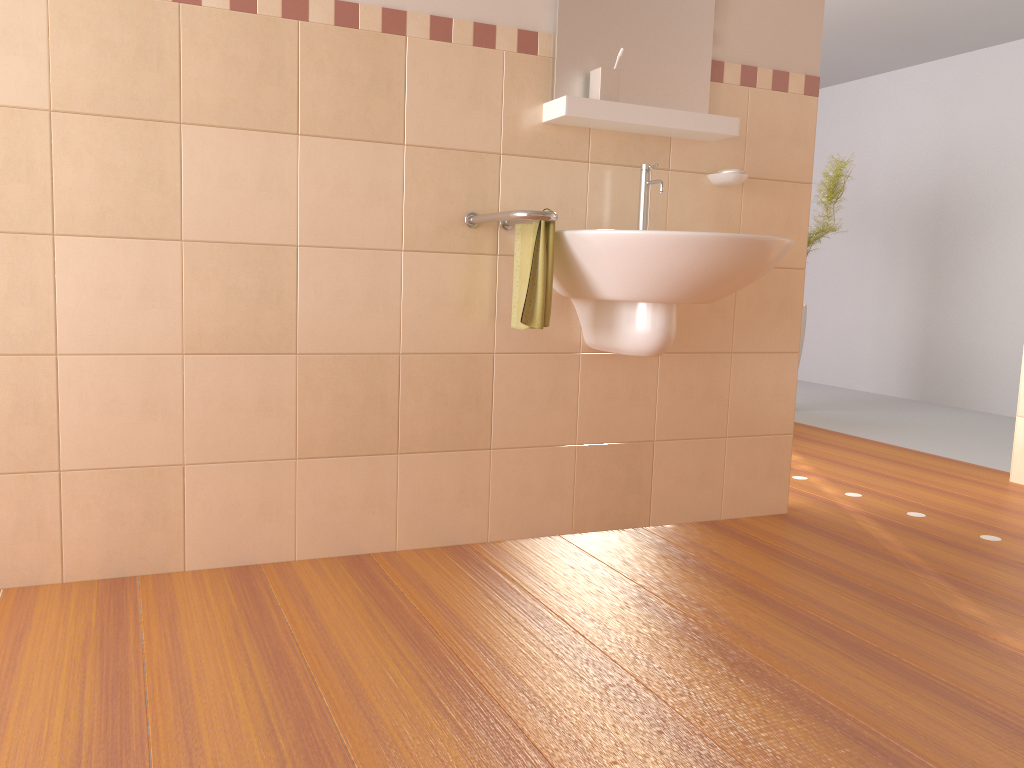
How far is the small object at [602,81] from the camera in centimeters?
235cm

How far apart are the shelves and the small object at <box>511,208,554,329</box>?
0.3m

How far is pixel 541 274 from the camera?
2.18m

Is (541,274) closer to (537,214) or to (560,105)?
(537,214)

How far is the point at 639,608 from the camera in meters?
2.0 m

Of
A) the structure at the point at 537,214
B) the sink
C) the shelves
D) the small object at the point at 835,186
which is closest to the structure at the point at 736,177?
the shelves

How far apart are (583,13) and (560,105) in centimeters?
30cm

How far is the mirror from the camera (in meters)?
2.39

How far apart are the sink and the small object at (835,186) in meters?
2.9 m

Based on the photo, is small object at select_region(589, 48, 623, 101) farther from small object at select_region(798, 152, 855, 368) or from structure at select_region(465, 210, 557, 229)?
small object at select_region(798, 152, 855, 368)
